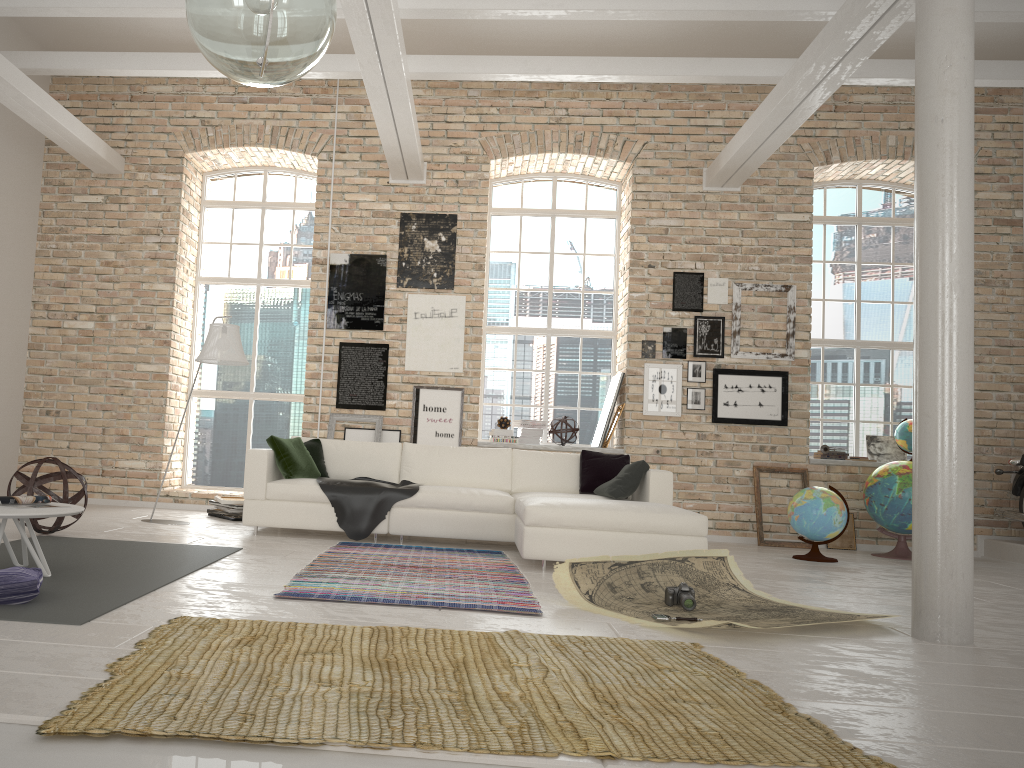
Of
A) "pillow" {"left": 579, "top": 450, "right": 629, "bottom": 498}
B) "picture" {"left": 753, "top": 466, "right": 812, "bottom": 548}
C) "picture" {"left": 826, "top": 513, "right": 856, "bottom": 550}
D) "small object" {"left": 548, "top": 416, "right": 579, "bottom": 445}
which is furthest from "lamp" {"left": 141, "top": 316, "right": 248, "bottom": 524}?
"picture" {"left": 826, "top": 513, "right": 856, "bottom": 550}

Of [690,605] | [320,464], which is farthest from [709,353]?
[690,605]

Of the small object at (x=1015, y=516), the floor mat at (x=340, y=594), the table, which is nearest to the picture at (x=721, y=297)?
the small object at (x=1015, y=516)

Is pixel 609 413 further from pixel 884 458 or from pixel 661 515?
pixel 661 515

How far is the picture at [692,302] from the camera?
8.8 meters

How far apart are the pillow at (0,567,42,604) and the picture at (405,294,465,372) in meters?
5.4

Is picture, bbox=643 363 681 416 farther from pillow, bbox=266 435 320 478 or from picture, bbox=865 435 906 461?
pillow, bbox=266 435 320 478

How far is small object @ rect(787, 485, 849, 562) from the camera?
7.0 meters

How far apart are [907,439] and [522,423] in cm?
373

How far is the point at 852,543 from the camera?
8.3m
